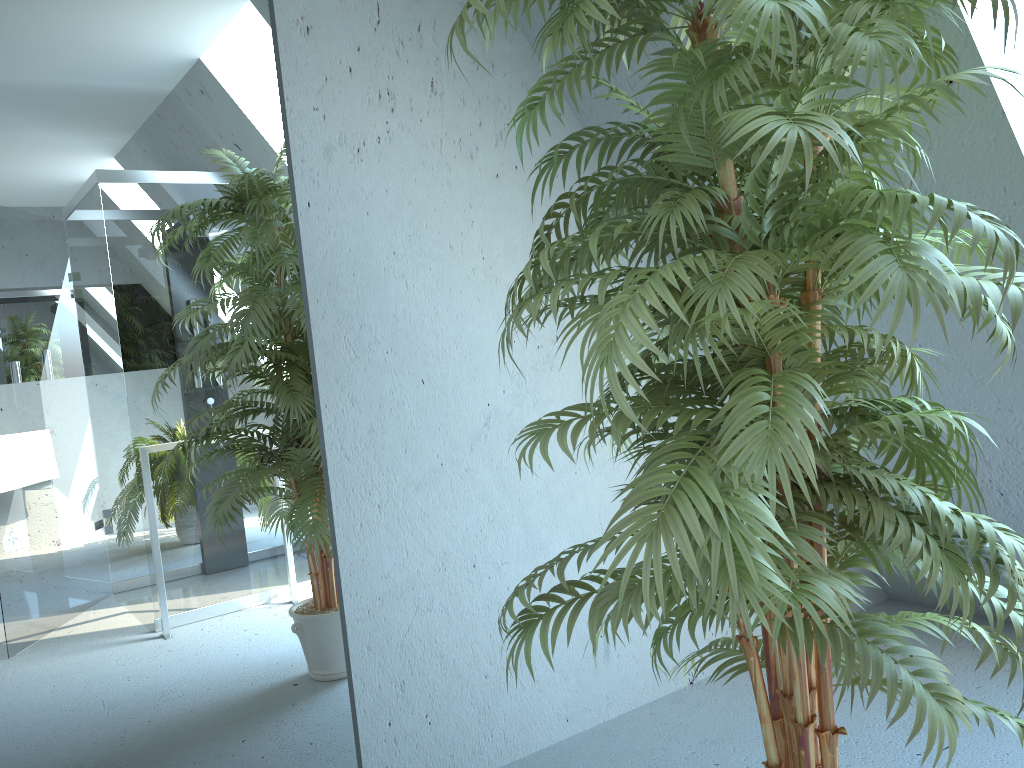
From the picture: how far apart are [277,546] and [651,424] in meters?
1.0

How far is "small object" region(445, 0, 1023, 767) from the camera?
1.13m

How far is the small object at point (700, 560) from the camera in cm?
113

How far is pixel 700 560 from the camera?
1.1 meters
